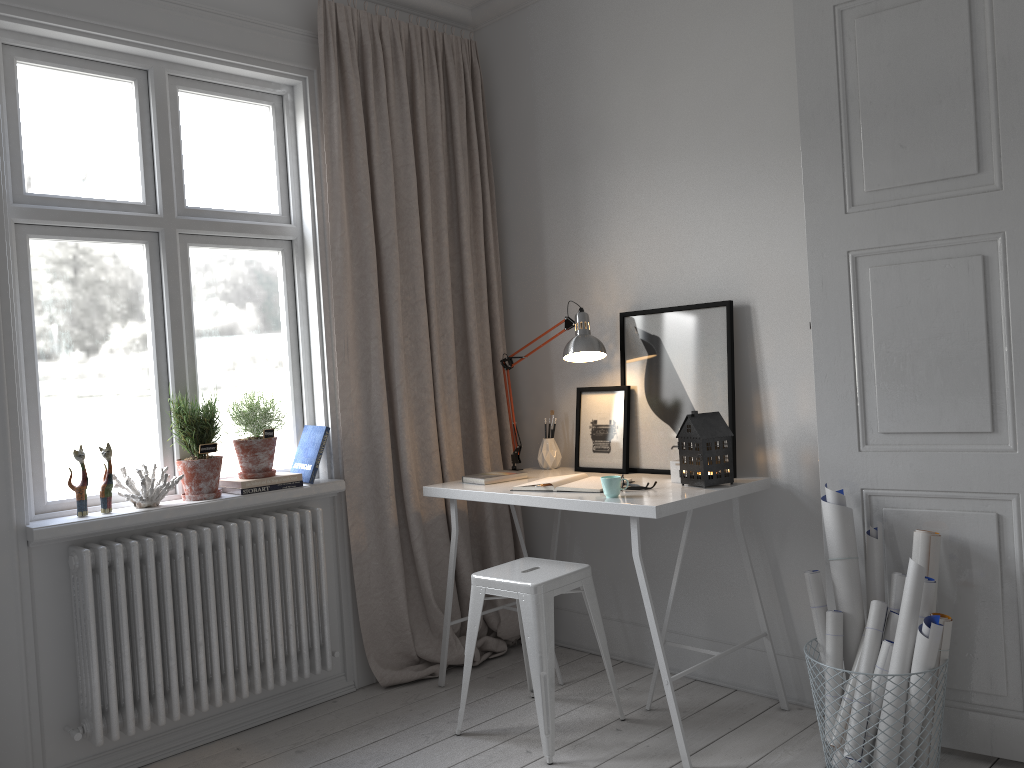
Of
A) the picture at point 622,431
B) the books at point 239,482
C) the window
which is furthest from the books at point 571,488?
the window

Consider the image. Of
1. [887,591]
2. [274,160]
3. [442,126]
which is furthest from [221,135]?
[887,591]

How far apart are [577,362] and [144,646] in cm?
179

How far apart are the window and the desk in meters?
0.5 m

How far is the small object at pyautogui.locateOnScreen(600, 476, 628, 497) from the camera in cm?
277

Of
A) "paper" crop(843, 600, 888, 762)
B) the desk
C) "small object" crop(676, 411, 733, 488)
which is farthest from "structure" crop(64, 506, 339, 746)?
"paper" crop(843, 600, 888, 762)

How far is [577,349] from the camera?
3.28m

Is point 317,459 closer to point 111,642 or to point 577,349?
point 111,642

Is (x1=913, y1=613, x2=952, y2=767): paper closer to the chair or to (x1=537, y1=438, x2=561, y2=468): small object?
the chair

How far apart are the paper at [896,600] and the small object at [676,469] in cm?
75
